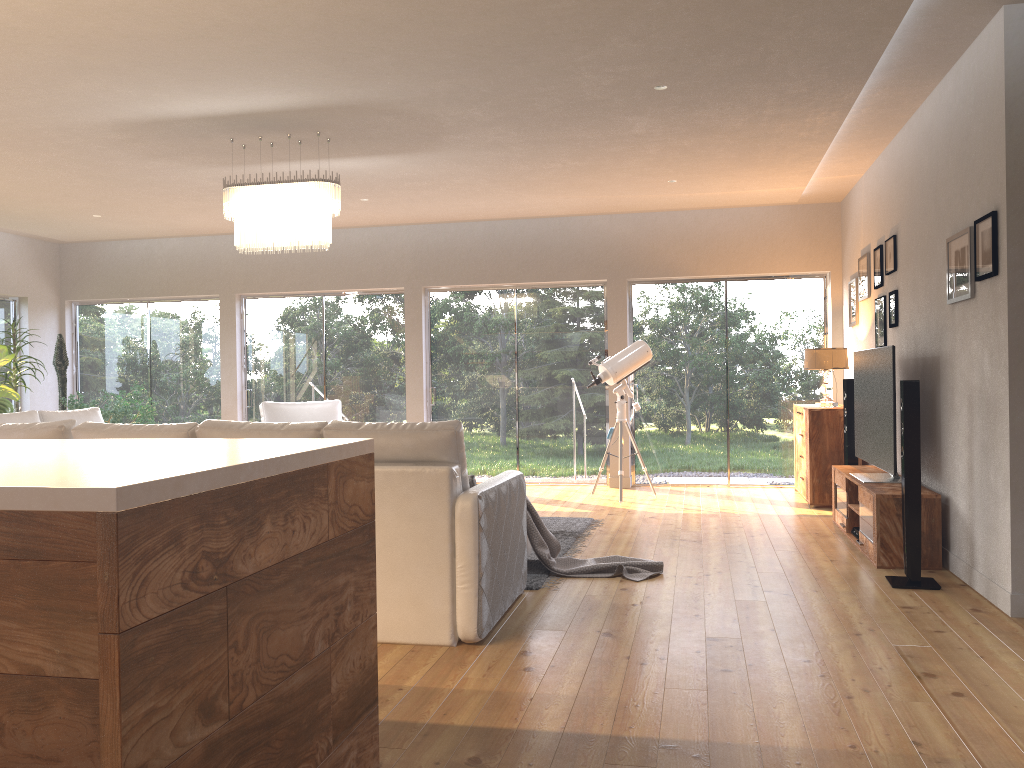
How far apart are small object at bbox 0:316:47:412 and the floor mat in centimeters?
567cm

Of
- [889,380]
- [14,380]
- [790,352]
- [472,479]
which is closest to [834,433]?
[790,352]

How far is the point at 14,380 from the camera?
8.9 meters

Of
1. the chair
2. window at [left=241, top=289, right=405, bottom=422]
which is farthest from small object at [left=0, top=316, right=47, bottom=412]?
the chair

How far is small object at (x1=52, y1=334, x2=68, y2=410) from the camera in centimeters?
953cm

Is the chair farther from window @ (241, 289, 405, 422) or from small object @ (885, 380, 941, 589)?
small object @ (885, 380, 941, 589)

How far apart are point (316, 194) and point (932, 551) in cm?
430

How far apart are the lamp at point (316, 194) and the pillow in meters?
2.3

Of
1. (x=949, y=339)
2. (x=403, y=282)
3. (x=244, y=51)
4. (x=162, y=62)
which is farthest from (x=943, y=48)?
(x=403, y=282)

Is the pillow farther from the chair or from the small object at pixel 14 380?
the small object at pixel 14 380
